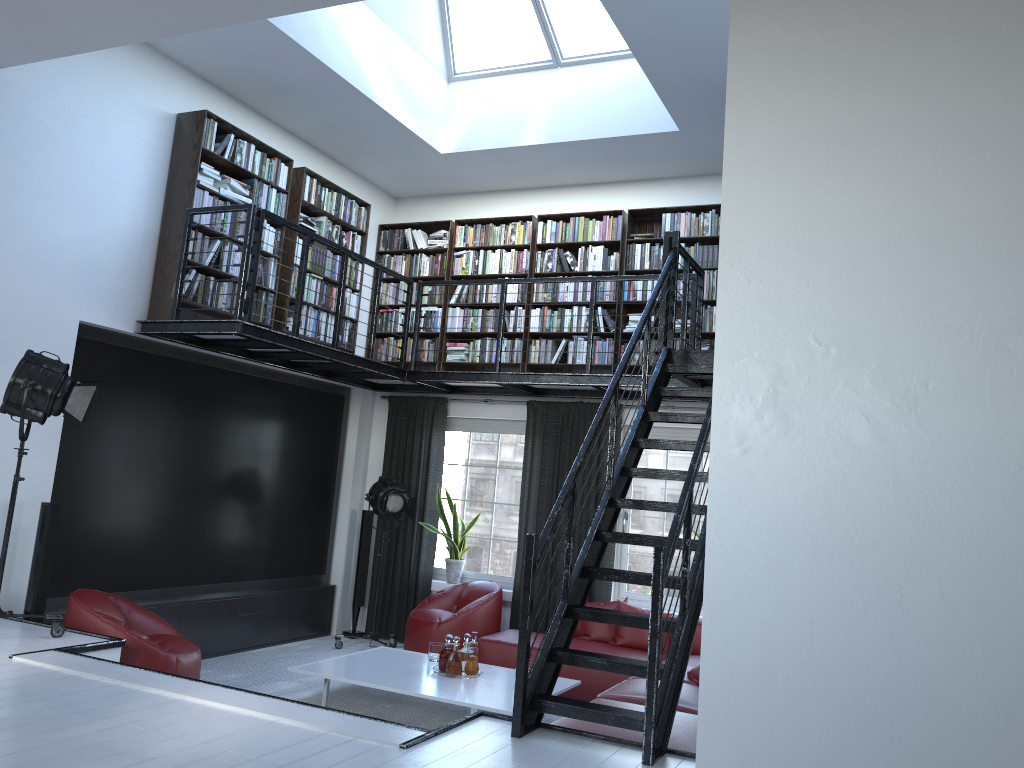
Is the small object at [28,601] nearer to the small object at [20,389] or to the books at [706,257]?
the small object at [20,389]

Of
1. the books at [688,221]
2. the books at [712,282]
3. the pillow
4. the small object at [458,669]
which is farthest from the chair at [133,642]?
the books at [688,221]

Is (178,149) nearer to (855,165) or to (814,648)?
(855,165)

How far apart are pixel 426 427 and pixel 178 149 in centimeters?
350cm

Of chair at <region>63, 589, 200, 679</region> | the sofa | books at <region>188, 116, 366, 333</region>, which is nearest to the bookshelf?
books at <region>188, 116, 366, 333</region>

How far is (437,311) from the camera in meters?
8.7 m

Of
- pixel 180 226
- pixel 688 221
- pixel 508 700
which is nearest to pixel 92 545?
pixel 180 226

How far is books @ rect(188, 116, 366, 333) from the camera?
6.6m

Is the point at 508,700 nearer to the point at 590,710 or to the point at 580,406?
the point at 590,710

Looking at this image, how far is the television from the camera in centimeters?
626cm
